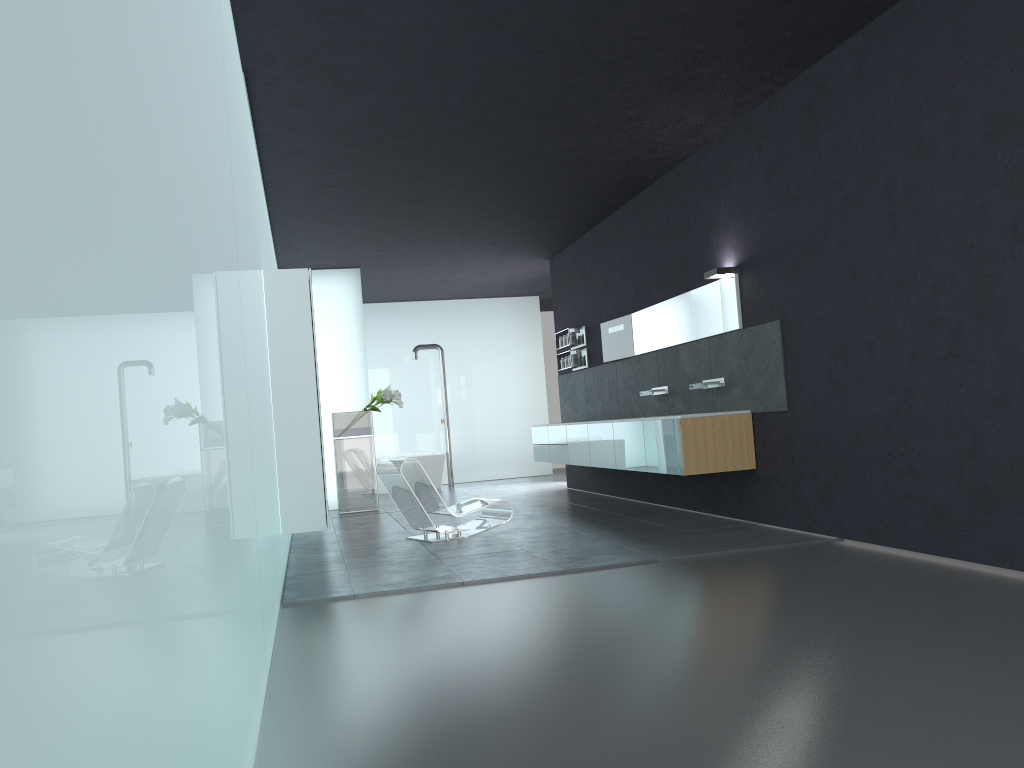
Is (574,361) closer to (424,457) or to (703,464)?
(424,457)

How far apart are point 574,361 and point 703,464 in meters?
5.0

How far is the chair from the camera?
8.9m

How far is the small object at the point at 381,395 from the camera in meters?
13.0 m

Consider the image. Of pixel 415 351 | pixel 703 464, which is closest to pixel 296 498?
pixel 703 464

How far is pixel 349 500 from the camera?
13.0 meters

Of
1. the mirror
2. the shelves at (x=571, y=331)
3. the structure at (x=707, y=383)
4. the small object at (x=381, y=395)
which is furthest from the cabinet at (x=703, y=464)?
the small object at (x=381, y=395)

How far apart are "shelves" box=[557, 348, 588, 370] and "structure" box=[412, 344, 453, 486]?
4.8 meters

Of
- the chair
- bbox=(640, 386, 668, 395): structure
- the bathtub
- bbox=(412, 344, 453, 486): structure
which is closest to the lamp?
bbox=(640, 386, 668, 395): structure

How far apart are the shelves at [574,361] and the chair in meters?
3.8
